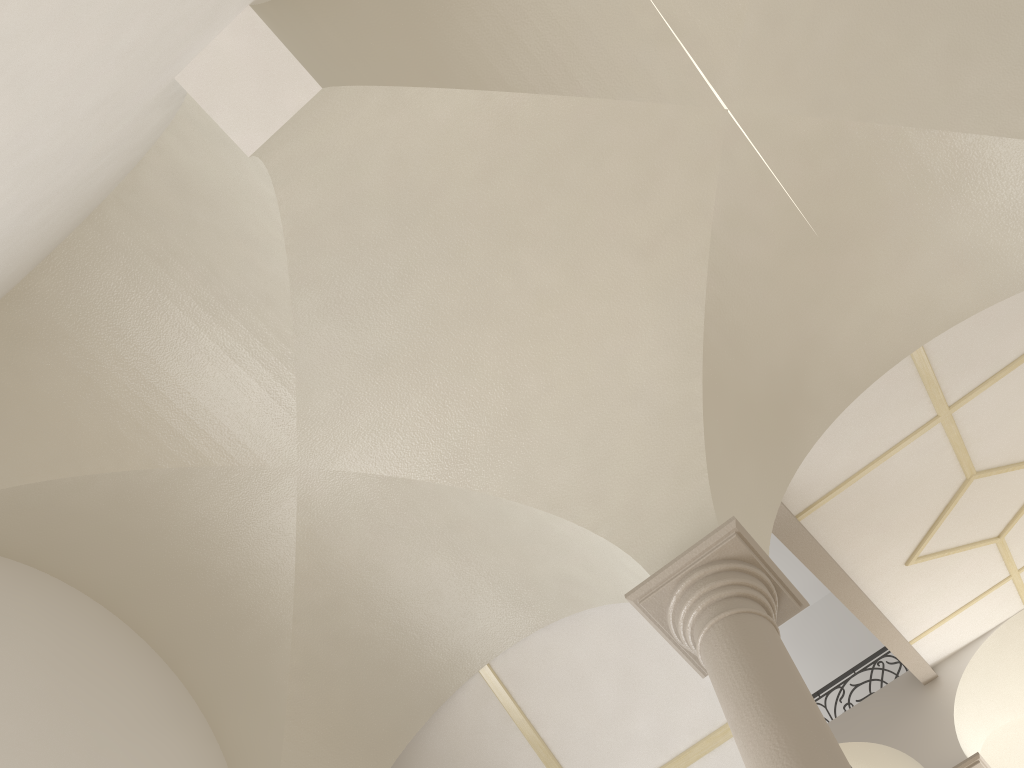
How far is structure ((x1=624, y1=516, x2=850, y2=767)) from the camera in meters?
3.5

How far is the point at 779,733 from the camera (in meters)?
3.47

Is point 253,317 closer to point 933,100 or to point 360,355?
point 360,355

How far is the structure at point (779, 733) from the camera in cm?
347
